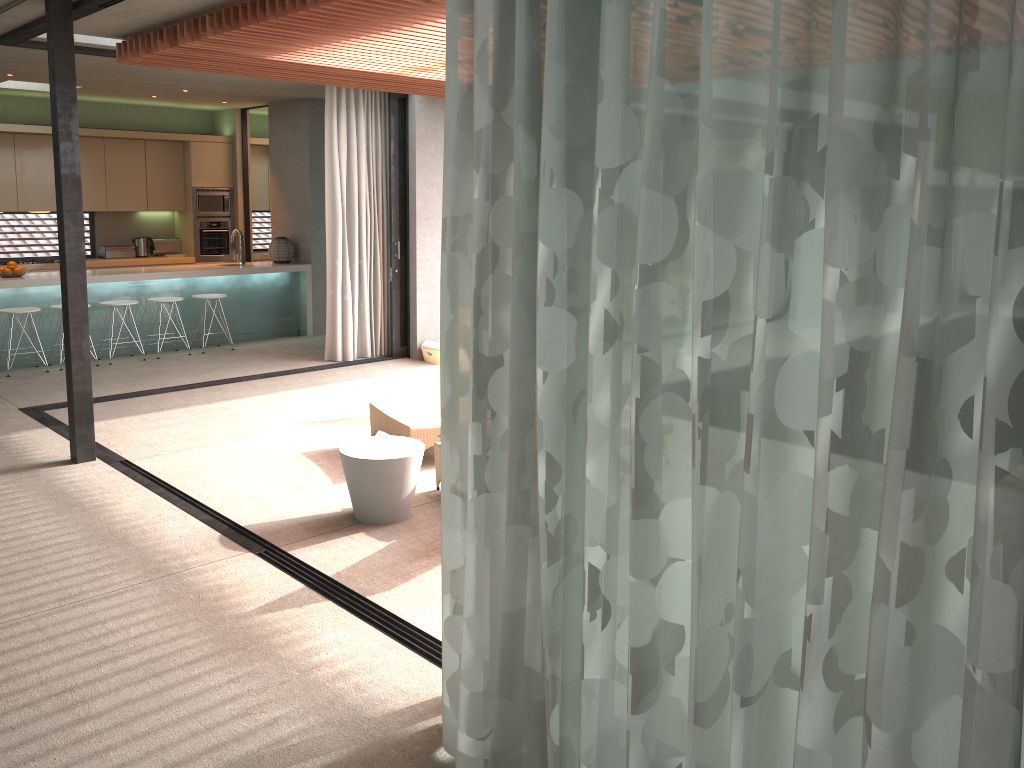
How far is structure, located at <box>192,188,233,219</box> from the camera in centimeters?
1199cm

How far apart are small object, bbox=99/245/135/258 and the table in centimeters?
819cm

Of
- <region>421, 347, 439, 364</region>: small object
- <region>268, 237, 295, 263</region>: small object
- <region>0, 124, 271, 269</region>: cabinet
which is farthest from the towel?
<region>0, 124, 271, 269</region>: cabinet

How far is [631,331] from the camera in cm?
221

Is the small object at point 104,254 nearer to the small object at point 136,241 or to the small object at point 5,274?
the small object at point 136,241

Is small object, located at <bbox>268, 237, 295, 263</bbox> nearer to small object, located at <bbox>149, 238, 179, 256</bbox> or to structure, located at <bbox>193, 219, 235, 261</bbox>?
structure, located at <bbox>193, 219, 235, 261</bbox>

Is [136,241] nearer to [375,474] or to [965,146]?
[375,474]

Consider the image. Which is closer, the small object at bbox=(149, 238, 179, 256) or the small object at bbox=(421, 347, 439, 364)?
the small object at bbox=(421, 347, 439, 364)

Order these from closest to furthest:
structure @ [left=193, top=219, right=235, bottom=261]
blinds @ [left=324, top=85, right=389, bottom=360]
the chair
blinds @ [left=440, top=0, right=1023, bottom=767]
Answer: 1. blinds @ [left=440, top=0, right=1023, bottom=767]
2. the chair
3. blinds @ [left=324, top=85, right=389, bottom=360]
4. structure @ [left=193, top=219, right=235, bottom=261]

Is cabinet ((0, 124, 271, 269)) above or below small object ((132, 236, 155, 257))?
above
